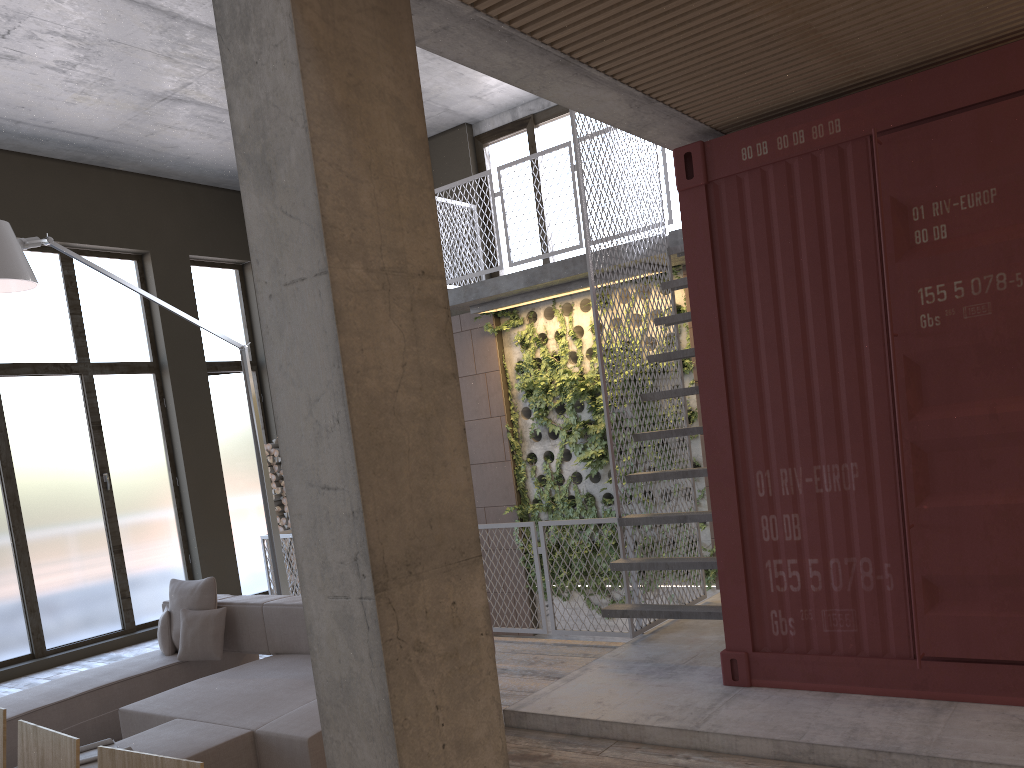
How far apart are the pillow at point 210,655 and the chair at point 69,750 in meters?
4.0

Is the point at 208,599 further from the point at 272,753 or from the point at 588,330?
the point at 588,330

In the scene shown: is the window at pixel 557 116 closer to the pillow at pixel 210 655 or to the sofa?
the sofa

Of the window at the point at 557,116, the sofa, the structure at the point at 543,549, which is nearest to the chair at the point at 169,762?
the sofa

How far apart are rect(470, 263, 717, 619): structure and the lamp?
2.7 meters

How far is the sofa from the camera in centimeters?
412cm

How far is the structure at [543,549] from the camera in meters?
7.0 m

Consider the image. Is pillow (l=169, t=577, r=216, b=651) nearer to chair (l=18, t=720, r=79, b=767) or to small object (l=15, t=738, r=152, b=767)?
small object (l=15, t=738, r=152, b=767)

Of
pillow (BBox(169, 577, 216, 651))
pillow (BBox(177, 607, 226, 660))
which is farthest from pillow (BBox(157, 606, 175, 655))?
pillow (BBox(177, 607, 226, 660))

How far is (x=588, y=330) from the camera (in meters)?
9.14
